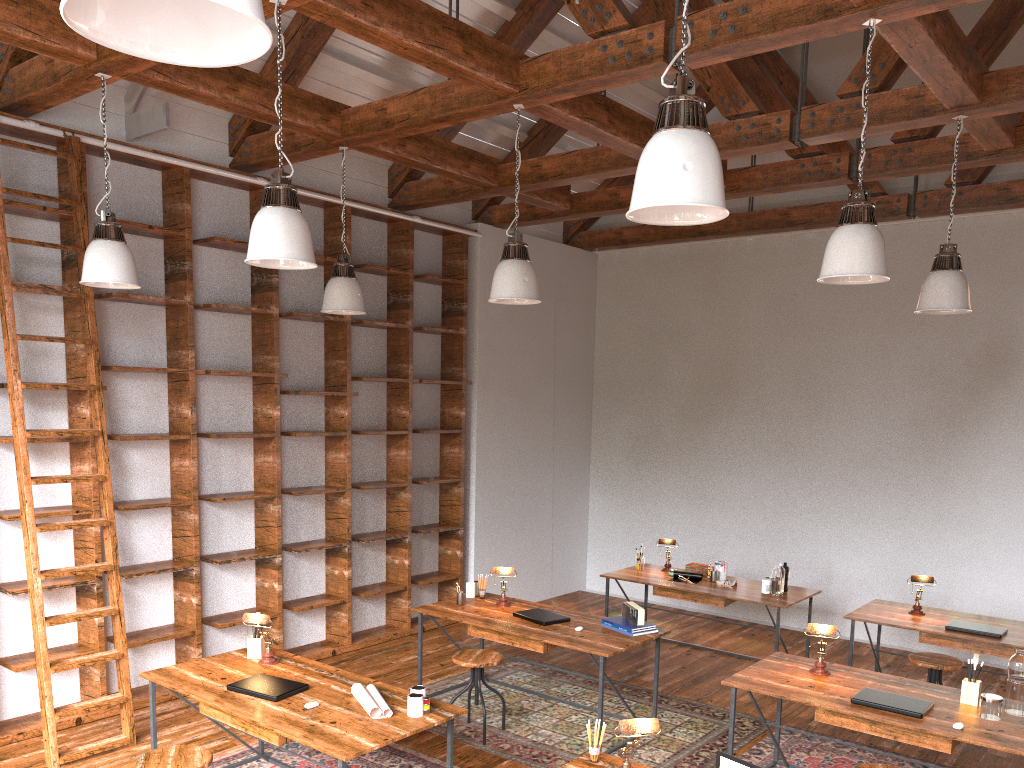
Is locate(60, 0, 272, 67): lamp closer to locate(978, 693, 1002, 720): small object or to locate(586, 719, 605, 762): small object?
locate(586, 719, 605, 762): small object

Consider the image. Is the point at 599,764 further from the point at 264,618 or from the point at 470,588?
the point at 470,588

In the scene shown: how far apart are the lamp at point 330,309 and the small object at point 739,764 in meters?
3.6 m

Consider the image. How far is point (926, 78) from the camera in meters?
4.4 m

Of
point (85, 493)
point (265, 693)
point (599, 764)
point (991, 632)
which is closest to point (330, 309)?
point (85, 493)

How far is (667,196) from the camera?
2.4m

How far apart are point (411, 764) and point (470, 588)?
1.52m

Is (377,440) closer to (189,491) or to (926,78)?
(189,491)

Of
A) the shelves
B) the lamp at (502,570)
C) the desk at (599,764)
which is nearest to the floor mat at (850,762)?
the lamp at (502,570)

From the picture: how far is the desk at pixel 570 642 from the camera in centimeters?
500cm
